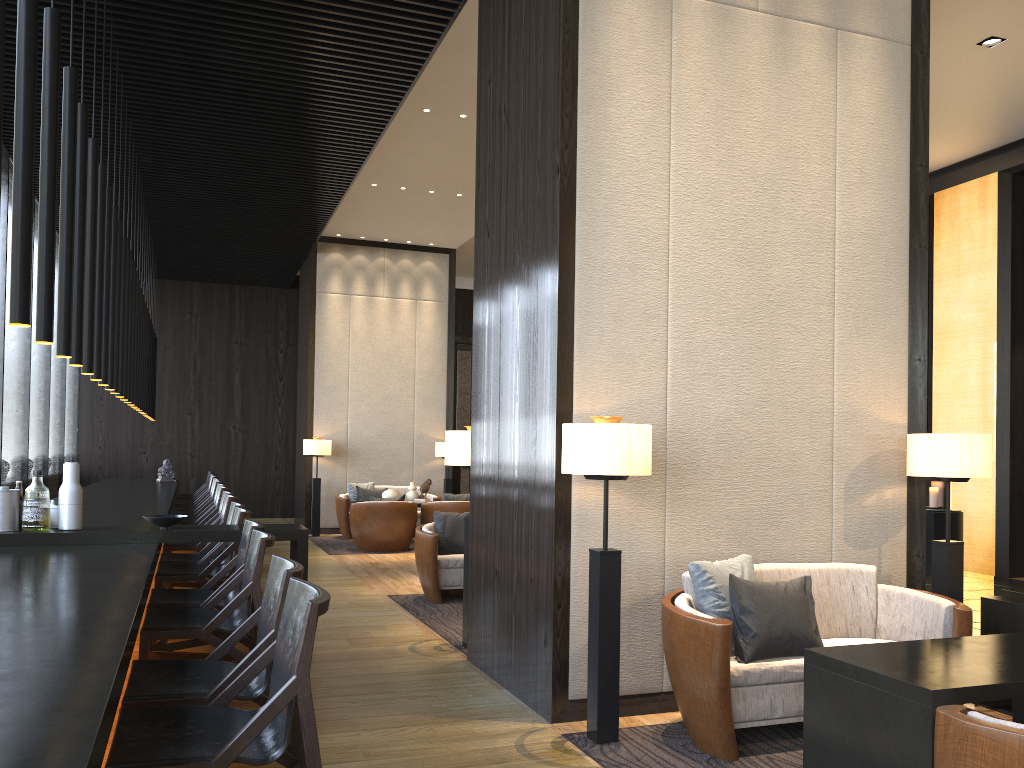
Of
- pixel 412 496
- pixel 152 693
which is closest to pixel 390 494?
pixel 412 496

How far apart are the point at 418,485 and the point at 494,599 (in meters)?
8.30

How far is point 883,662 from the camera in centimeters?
290cm

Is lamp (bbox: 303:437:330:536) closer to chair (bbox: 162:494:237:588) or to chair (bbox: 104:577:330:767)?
chair (bbox: 162:494:237:588)

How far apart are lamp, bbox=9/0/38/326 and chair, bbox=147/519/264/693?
1.6 meters

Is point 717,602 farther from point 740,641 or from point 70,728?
point 70,728

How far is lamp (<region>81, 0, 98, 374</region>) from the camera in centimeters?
474cm

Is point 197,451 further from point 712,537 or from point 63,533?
point 712,537

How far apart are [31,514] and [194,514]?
5.27m

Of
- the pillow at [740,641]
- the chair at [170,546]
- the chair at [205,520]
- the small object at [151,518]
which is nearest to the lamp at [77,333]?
the small object at [151,518]
